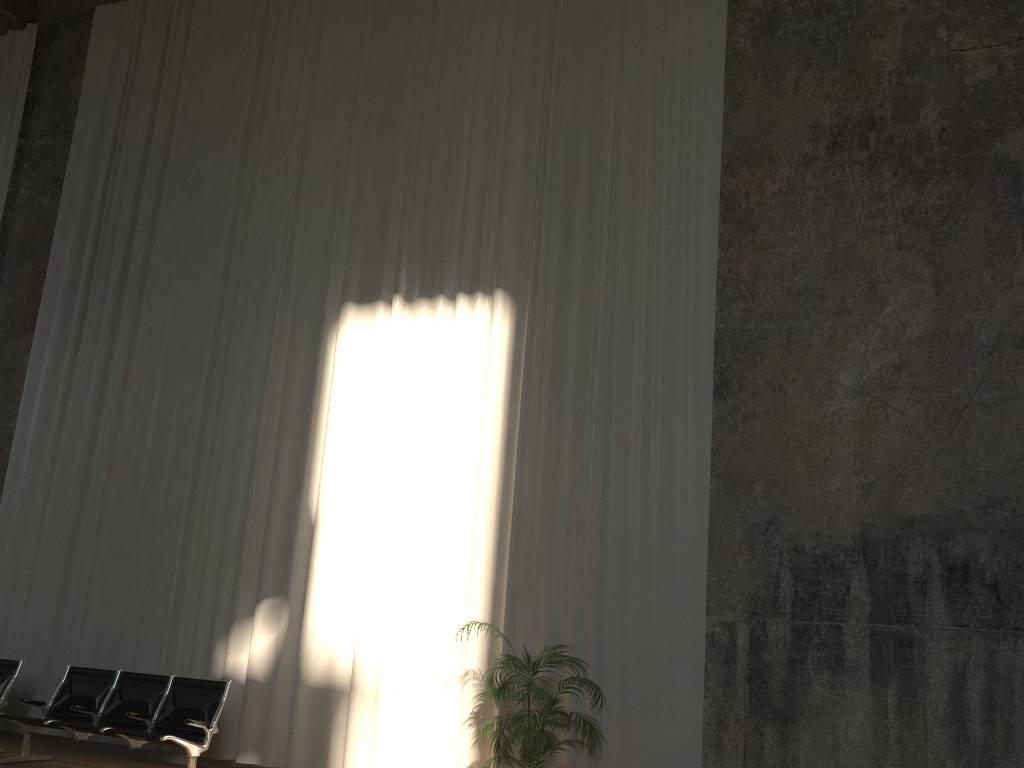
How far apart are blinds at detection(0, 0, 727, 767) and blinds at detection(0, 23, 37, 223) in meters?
1.1

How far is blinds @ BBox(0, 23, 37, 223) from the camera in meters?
11.3

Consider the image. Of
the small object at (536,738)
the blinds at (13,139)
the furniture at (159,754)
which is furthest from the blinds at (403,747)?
the blinds at (13,139)

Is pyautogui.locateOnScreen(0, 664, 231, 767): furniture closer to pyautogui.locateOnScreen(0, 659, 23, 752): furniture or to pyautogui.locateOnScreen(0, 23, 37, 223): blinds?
pyautogui.locateOnScreen(0, 659, 23, 752): furniture

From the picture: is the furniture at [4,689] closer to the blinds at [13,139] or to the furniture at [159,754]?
the furniture at [159,754]

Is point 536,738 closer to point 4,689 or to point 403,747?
point 403,747

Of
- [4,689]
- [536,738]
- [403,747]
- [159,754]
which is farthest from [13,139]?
[536,738]

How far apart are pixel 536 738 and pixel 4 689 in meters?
5.2

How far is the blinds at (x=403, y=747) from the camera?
7.1m

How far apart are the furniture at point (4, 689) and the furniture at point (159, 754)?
0.59m
